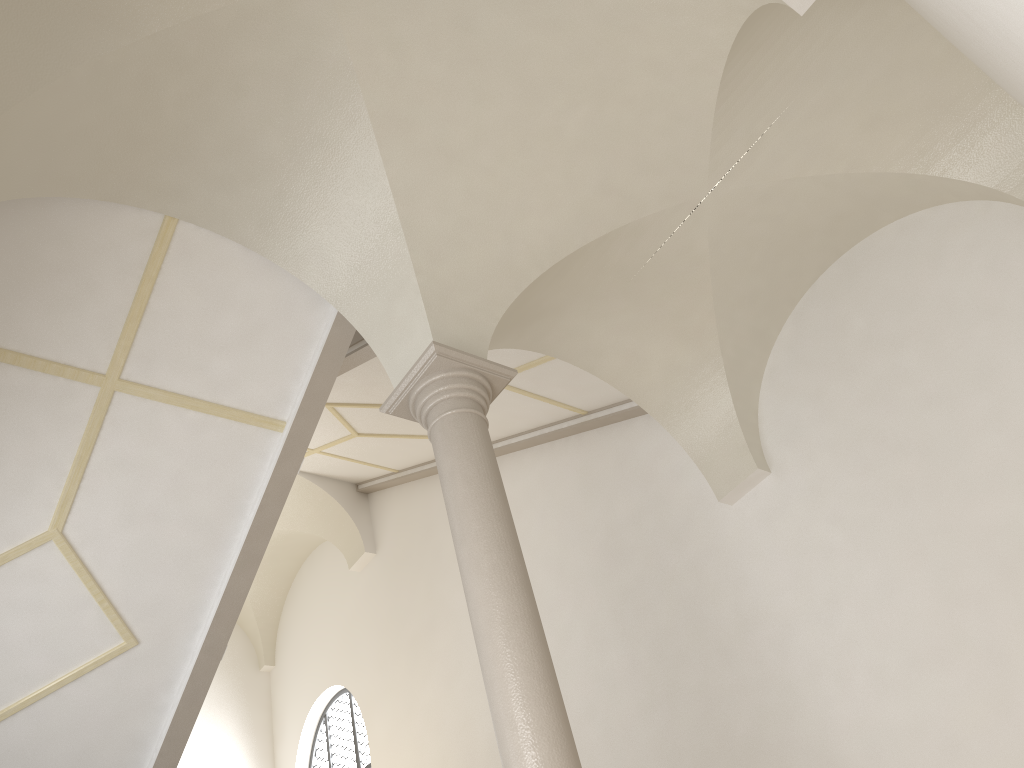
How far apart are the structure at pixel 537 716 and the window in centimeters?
803cm

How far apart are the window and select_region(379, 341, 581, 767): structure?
8.0m

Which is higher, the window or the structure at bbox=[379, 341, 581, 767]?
the window

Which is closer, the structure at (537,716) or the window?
the structure at (537,716)

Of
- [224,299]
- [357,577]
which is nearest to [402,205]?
[224,299]

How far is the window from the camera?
12.52m

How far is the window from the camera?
12.5m

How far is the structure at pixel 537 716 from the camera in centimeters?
433cm

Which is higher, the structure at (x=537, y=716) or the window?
the window
